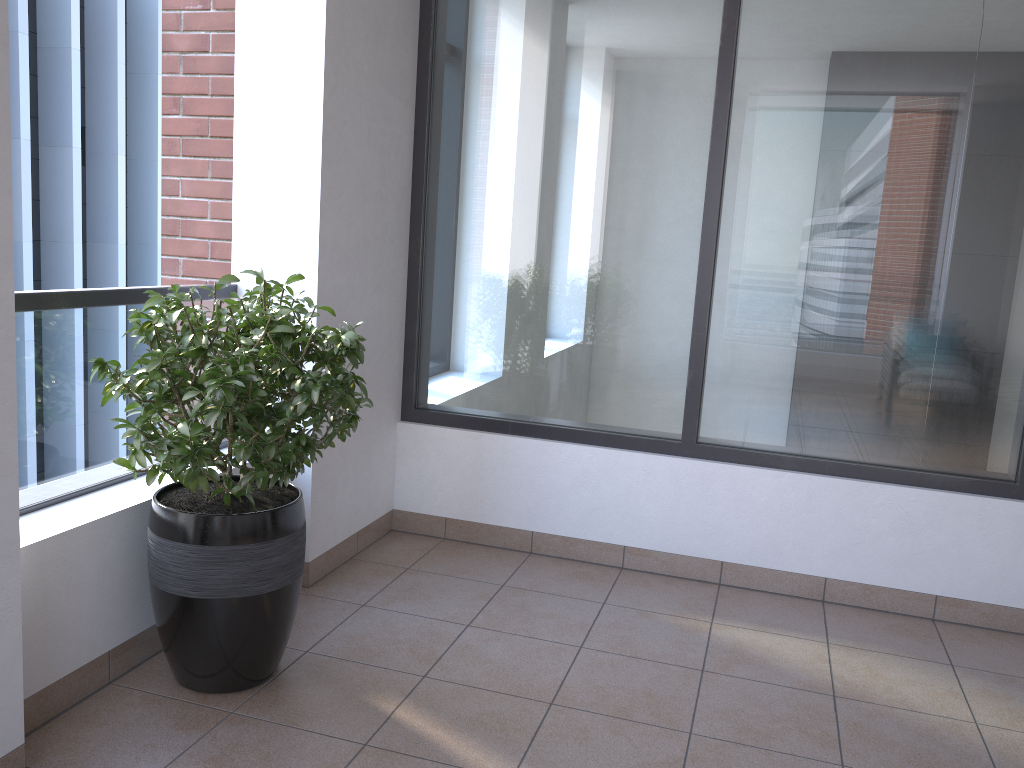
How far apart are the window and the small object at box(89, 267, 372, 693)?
1.1m

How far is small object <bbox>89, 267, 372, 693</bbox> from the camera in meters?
2.3 m

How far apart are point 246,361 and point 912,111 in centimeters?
253cm

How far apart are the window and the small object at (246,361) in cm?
115

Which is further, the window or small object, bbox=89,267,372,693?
the window

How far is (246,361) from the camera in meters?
2.3 m

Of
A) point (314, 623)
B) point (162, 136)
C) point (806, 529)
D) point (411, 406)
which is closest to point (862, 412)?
point (806, 529)

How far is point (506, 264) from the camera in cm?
376
